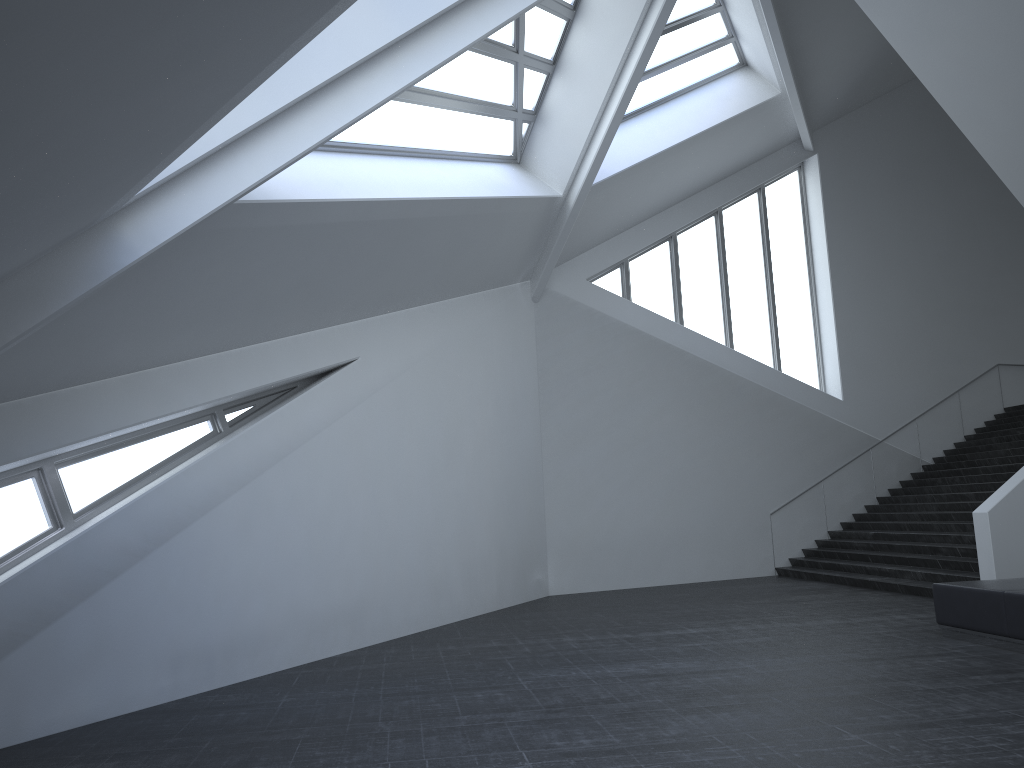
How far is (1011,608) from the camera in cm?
848

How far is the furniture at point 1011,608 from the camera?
8.5 meters

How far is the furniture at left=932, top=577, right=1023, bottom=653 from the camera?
8.48m

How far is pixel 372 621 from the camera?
11.10m
